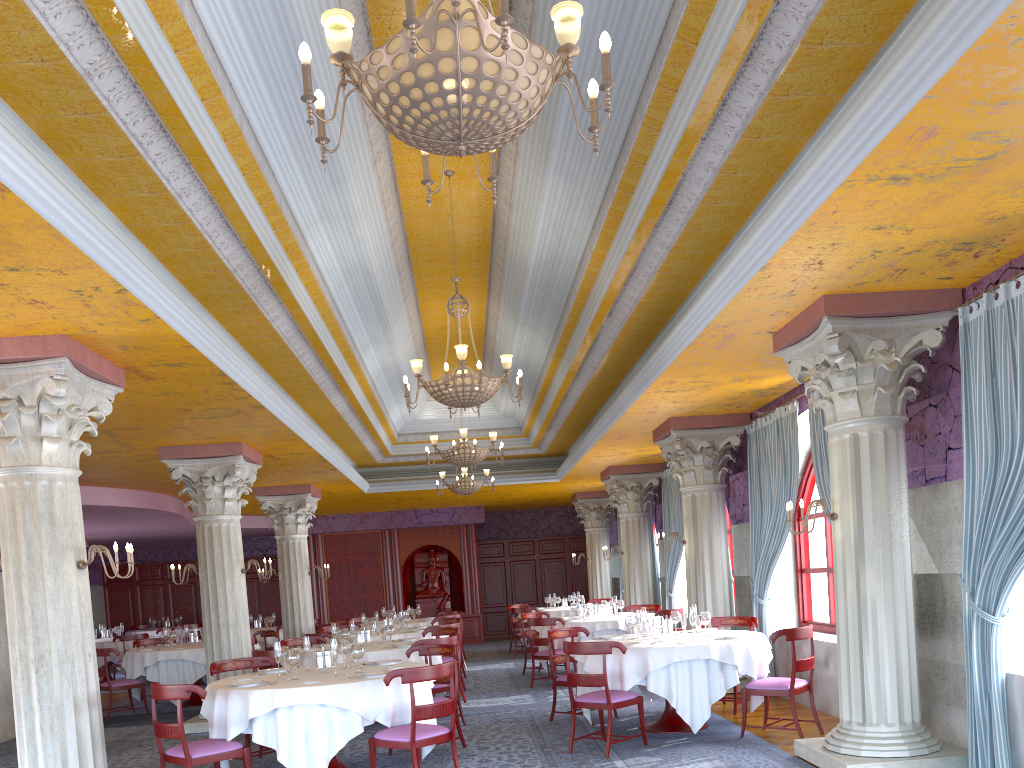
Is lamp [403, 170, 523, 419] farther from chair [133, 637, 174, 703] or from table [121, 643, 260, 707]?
chair [133, 637, 174, 703]

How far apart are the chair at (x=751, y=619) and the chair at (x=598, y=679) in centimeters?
192cm

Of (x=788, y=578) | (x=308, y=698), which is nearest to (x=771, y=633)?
(x=788, y=578)

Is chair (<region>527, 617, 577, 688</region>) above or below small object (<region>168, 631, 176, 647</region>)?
below

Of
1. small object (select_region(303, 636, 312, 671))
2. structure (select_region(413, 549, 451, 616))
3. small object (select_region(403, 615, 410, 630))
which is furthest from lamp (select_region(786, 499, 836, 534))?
structure (select_region(413, 549, 451, 616))

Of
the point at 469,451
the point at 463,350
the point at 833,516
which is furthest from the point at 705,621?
the point at 469,451

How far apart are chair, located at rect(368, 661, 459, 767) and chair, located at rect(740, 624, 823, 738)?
2.9 meters

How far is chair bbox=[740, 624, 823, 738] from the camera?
7.7m

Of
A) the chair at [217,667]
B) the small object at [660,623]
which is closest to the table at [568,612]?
the small object at [660,623]

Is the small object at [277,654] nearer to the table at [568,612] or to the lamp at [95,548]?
the lamp at [95,548]
